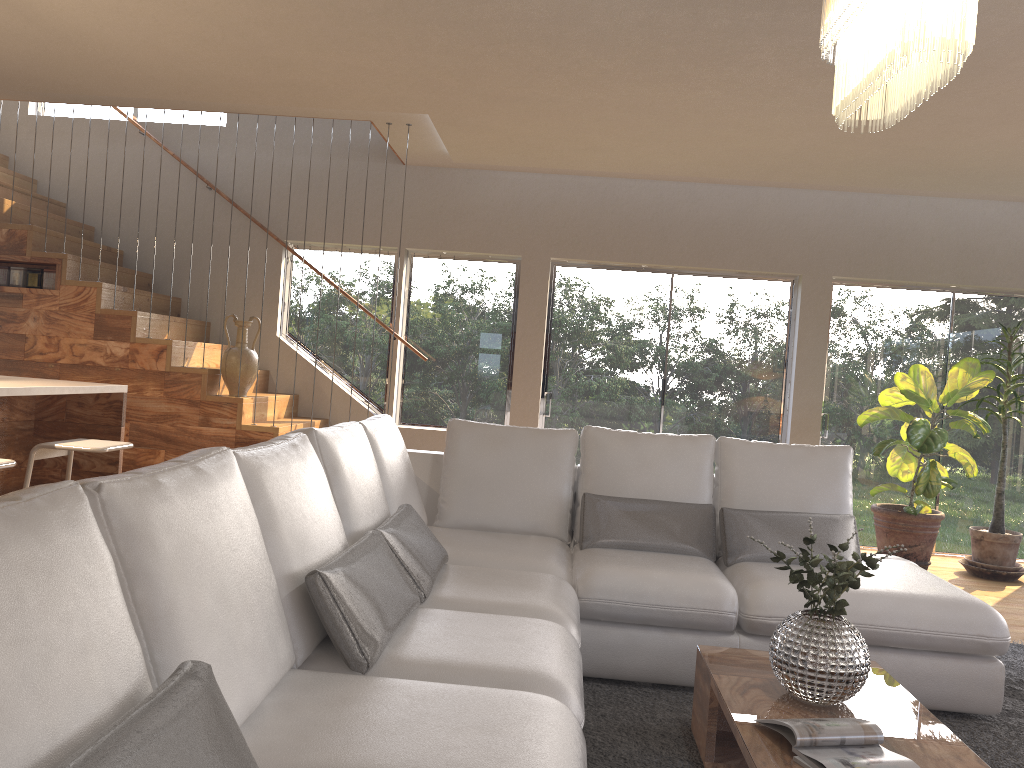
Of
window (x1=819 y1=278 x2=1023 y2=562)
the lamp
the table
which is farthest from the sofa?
window (x1=819 y1=278 x2=1023 y2=562)

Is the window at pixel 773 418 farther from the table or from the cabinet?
the table

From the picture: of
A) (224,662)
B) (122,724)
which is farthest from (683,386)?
(122,724)

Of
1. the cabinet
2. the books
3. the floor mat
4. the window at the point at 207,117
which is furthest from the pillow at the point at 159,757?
the window at the point at 207,117

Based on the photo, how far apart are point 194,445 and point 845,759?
4.92m

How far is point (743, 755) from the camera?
2.2m

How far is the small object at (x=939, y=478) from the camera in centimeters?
597cm

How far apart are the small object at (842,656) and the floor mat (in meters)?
0.41

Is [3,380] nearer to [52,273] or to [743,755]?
[52,273]

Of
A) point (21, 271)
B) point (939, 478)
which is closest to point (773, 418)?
point (939, 478)
